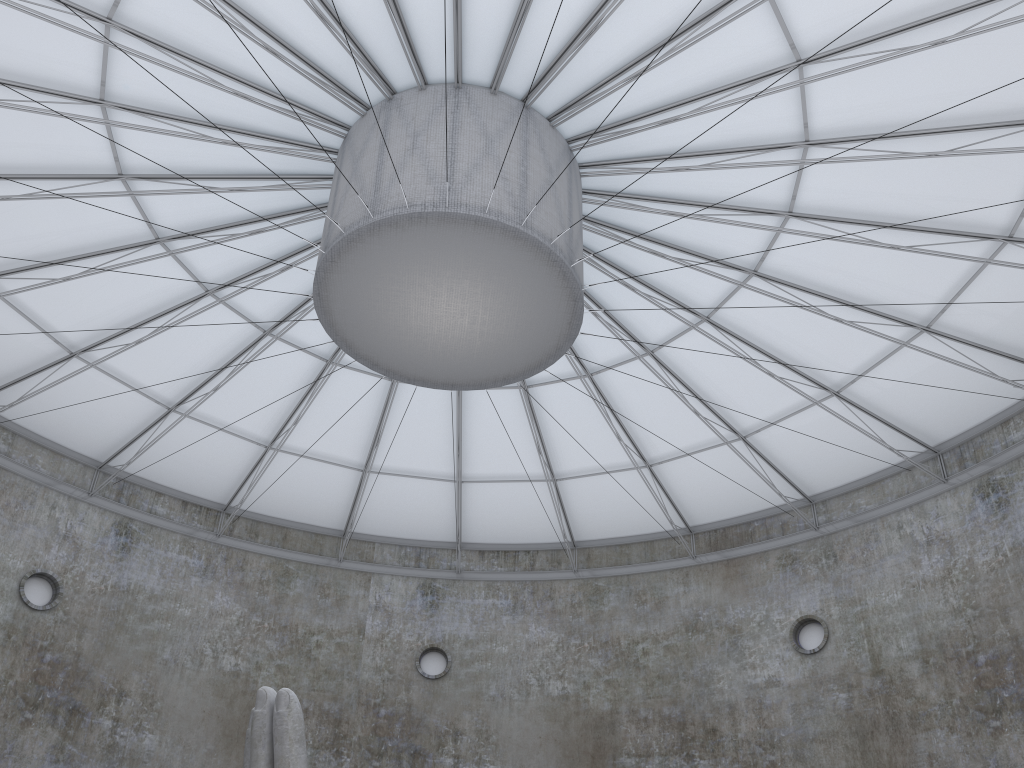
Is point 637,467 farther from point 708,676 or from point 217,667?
point 217,667

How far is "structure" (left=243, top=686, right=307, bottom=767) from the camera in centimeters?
1500cm

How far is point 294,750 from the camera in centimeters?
1500cm

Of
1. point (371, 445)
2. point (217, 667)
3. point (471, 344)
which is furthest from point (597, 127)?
point (217, 667)

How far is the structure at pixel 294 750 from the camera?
15.0m
